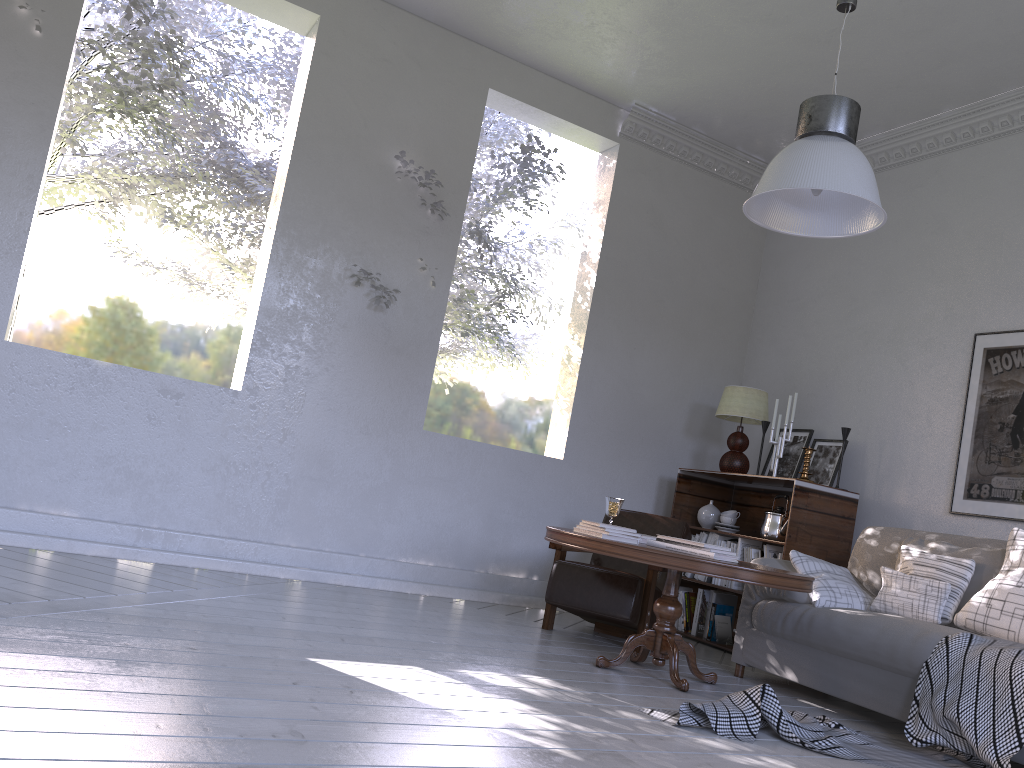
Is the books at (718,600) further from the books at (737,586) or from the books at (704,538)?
the books at (704,538)

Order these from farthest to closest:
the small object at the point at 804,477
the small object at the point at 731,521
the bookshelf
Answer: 1. the small object at the point at 731,521
2. the small object at the point at 804,477
3. the bookshelf

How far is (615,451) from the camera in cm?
456

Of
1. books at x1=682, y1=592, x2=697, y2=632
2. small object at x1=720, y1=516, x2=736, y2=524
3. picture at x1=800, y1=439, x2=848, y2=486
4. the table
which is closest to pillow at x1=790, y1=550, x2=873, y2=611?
the table

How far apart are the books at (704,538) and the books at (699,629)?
0.2m

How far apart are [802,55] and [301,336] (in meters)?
2.48

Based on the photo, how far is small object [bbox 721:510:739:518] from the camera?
4.3 meters

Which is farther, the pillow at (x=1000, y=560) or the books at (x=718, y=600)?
the books at (x=718, y=600)

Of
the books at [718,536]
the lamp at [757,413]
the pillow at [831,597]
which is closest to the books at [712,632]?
the books at [718,536]

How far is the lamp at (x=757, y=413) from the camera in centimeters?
435cm
